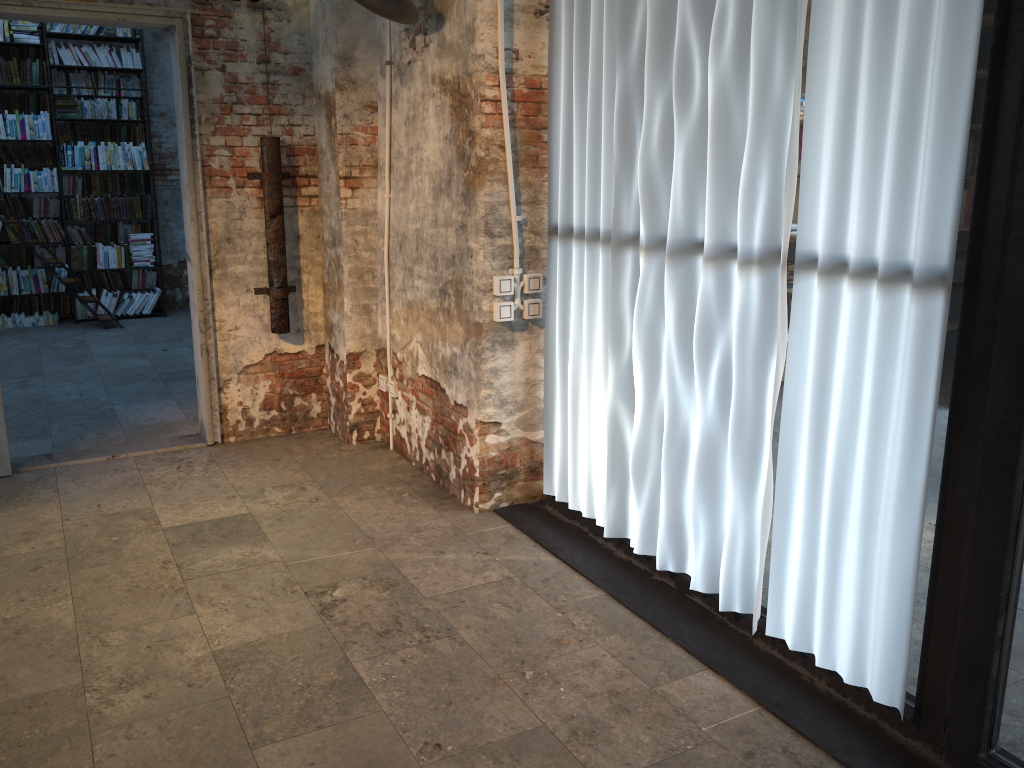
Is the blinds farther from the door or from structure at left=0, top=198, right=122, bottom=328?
structure at left=0, top=198, right=122, bottom=328

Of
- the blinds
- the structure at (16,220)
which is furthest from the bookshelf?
the blinds

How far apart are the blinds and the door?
1.90m

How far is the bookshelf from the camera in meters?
8.6

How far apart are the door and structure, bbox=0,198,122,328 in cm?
422

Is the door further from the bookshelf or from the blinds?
the bookshelf

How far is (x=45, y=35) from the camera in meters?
8.6 m

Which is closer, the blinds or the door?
the blinds

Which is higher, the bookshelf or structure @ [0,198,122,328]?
the bookshelf

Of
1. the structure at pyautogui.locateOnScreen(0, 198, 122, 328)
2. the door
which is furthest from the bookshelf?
the door
